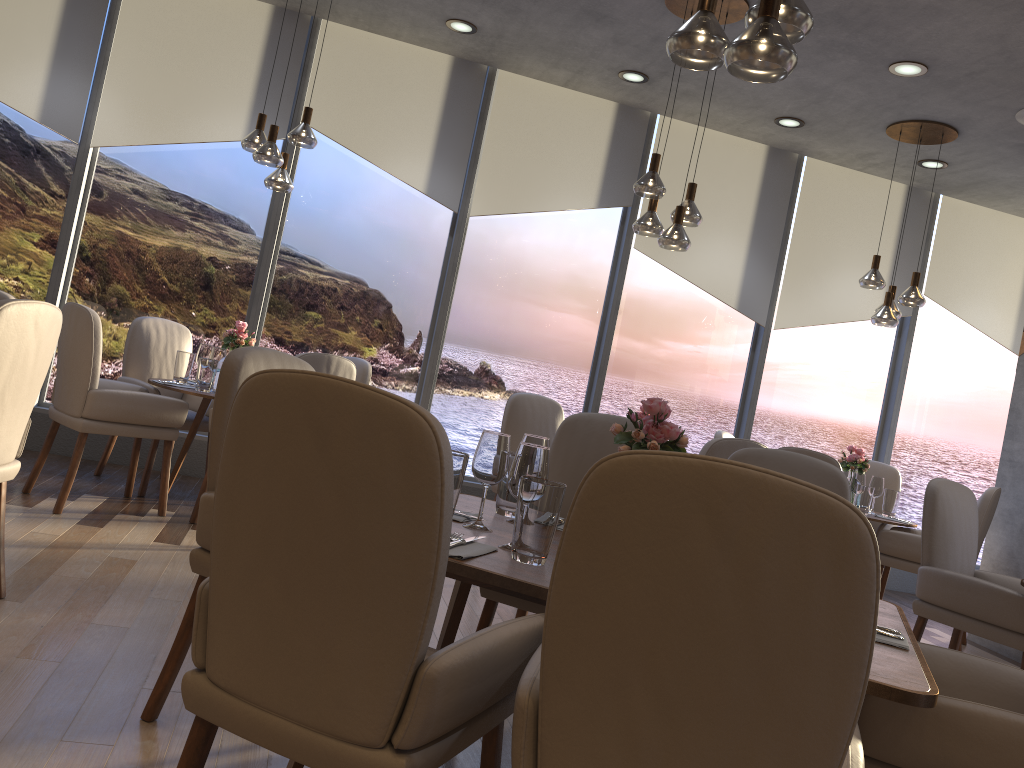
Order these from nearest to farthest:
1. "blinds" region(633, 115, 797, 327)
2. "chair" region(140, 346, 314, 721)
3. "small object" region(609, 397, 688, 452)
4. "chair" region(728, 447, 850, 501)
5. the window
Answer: "small object" region(609, 397, 688, 452), "chair" region(140, 346, 314, 721), "chair" region(728, 447, 850, 501), the window, "blinds" region(633, 115, 797, 327)

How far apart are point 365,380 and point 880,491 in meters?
3.4

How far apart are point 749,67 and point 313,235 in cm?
445

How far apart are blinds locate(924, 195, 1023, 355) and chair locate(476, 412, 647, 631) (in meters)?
5.08

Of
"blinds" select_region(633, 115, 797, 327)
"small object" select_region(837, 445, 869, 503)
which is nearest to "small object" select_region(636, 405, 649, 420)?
"small object" select_region(837, 445, 869, 503)

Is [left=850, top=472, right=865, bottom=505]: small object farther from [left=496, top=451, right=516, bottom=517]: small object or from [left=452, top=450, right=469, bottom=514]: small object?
[left=452, top=450, right=469, bottom=514]: small object

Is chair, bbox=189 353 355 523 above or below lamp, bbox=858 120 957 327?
below

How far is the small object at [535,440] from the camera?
2.40m

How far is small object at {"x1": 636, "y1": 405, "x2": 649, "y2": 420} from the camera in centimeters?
461cm

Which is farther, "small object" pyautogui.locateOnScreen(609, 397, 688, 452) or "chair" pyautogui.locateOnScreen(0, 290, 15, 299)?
"chair" pyautogui.locateOnScreen(0, 290, 15, 299)
